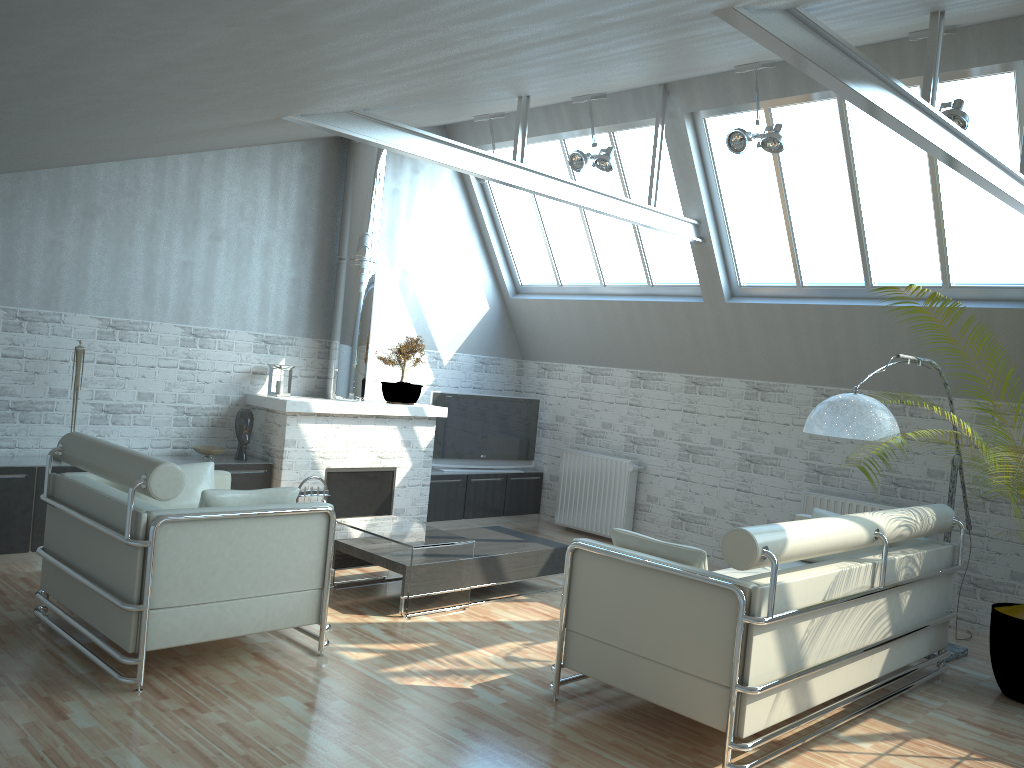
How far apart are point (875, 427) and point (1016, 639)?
2.83m

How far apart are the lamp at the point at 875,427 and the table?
4.3m

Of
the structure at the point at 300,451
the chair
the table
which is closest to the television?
the structure at the point at 300,451

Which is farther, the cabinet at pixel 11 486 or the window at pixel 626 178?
the window at pixel 626 178

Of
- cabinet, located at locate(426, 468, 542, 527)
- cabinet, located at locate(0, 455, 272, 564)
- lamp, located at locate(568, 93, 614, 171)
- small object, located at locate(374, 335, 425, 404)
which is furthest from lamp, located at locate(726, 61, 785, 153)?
cabinet, located at locate(0, 455, 272, 564)

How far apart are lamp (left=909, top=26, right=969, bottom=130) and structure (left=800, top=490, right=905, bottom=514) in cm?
574

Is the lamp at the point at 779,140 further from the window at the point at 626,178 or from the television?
the television

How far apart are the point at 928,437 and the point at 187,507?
8.0m

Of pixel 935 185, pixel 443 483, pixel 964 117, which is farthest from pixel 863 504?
pixel 443 483

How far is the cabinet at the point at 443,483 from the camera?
16.52m
